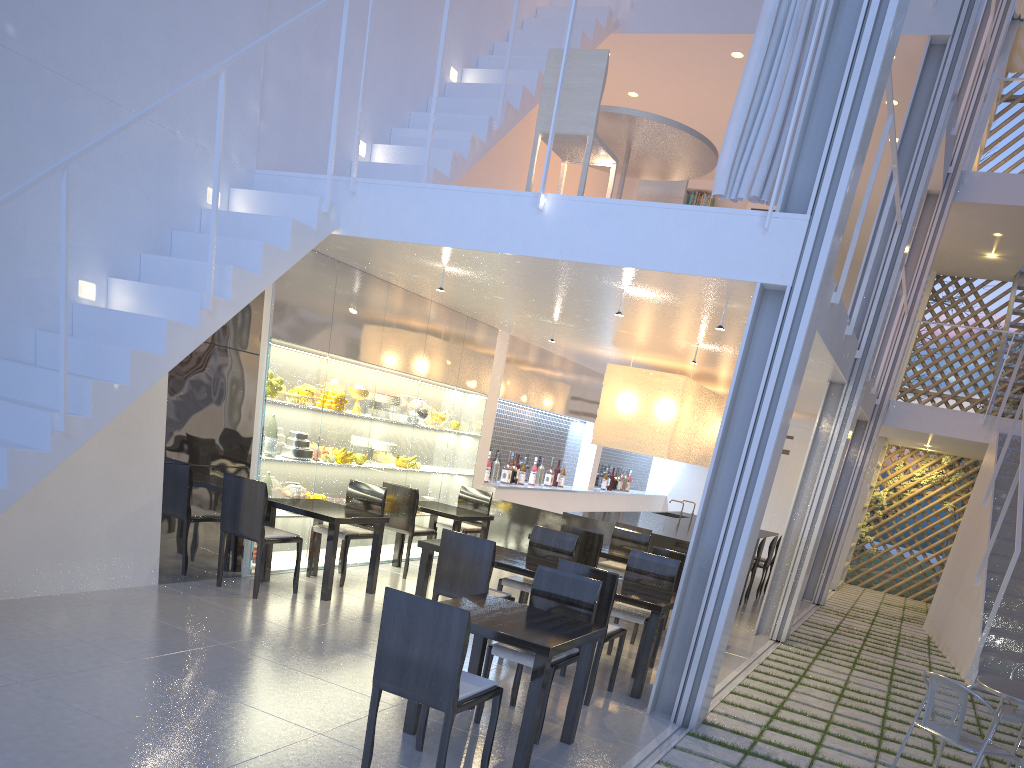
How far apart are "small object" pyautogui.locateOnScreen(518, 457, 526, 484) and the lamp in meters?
0.9

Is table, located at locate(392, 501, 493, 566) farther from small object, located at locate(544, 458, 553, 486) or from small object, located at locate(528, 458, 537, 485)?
small object, located at locate(544, 458, 553, 486)

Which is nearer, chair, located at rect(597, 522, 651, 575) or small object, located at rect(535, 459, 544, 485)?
chair, located at rect(597, 522, 651, 575)

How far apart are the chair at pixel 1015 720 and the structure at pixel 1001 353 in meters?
3.8 m

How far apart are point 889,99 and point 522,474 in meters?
3.3 m

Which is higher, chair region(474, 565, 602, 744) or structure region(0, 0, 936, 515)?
structure region(0, 0, 936, 515)

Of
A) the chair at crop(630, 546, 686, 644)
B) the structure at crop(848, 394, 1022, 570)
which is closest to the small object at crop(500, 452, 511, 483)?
the chair at crop(630, 546, 686, 644)

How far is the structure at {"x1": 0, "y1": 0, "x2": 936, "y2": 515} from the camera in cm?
216

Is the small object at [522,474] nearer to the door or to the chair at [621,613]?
the chair at [621,613]

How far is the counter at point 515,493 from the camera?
5.2 meters
